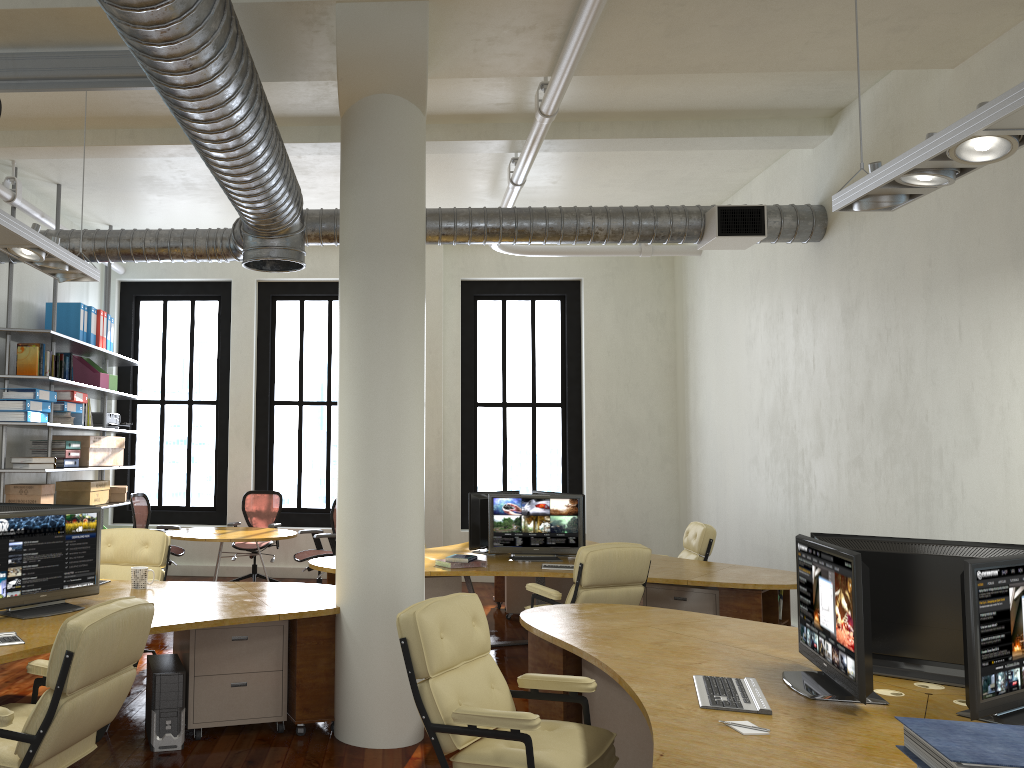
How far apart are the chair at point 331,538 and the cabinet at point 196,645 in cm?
382

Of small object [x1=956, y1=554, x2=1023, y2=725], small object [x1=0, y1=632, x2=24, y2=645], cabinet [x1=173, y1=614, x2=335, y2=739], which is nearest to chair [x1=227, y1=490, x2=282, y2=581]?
cabinet [x1=173, y1=614, x2=335, y2=739]

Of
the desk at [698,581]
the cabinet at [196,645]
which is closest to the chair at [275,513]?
the desk at [698,581]

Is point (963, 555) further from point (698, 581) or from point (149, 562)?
point (149, 562)

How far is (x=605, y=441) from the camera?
11.4 meters

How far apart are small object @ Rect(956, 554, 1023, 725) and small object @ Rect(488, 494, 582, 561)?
4.5m

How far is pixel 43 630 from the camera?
4.3 meters

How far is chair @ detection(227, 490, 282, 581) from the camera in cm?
1087

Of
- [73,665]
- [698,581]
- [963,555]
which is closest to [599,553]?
[698,581]

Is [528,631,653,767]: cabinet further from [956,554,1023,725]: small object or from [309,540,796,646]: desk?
[309,540,796,646]: desk
